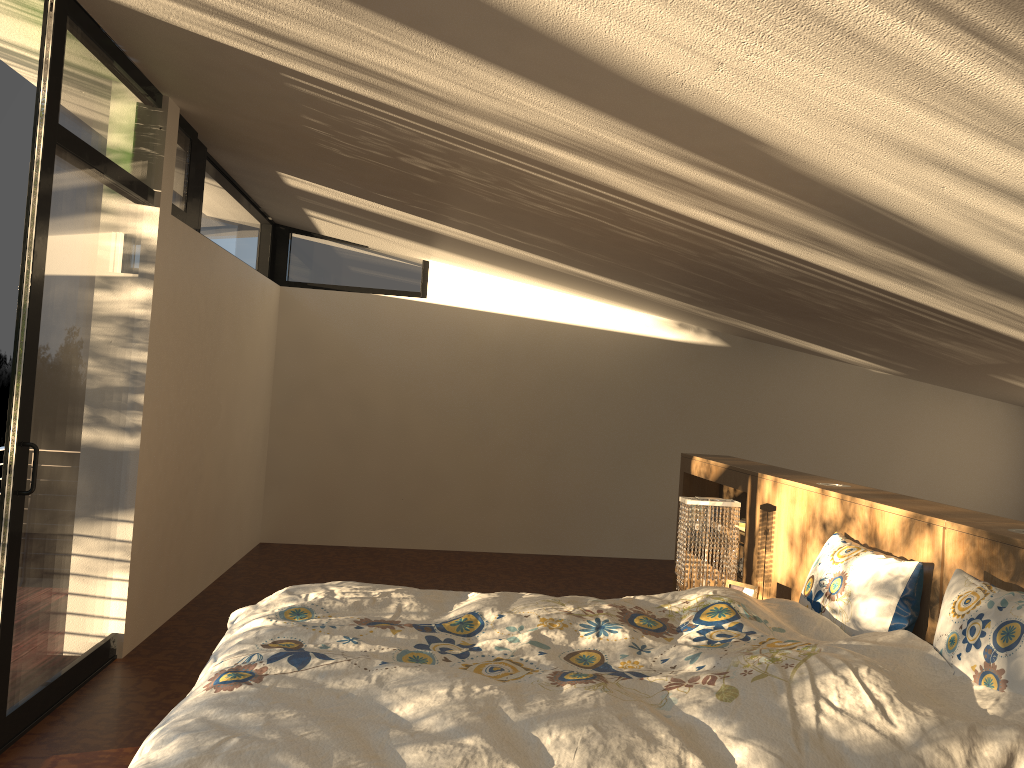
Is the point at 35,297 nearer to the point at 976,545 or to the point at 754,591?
the point at 754,591

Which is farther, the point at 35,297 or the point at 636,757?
the point at 35,297

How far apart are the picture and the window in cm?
260

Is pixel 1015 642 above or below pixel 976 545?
below

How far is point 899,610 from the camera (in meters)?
2.58

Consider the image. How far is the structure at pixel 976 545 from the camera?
2.39m

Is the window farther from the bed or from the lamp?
the lamp

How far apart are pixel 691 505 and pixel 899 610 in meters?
1.2

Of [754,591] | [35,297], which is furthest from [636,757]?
[35,297]

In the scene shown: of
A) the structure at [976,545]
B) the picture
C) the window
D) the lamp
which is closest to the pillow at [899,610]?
the structure at [976,545]
